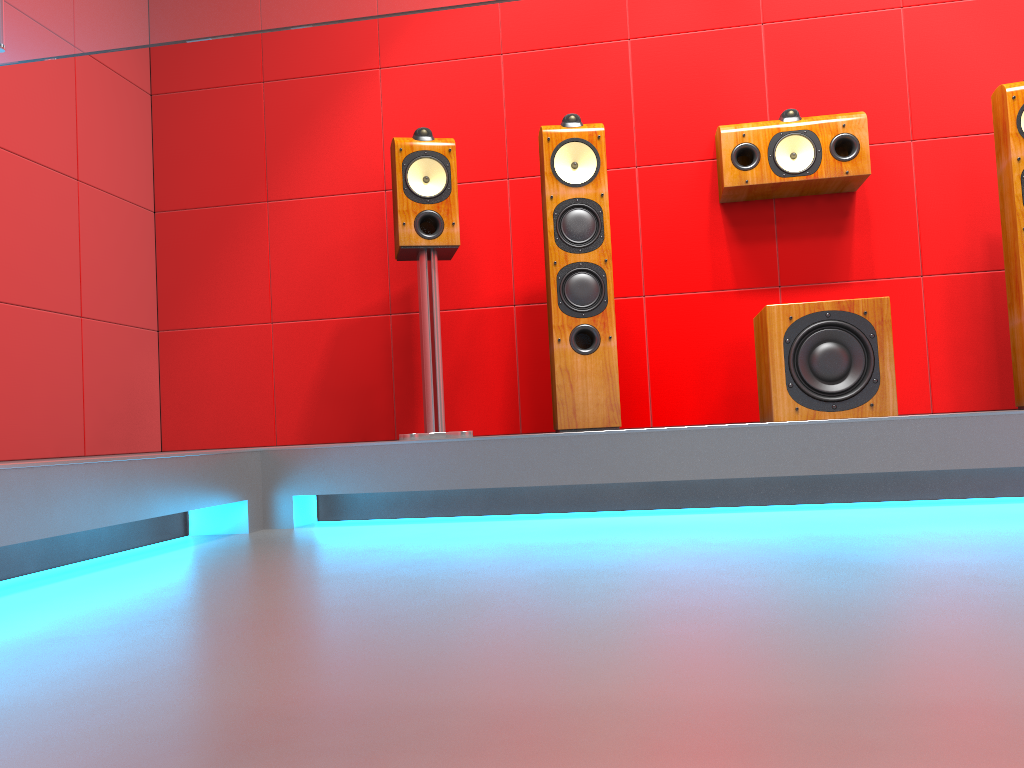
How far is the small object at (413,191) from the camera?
2.9m

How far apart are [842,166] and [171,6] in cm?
300

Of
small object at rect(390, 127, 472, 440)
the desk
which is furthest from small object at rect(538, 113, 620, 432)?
the desk

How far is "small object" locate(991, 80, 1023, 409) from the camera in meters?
2.7 m

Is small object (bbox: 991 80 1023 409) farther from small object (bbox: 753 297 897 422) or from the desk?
the desk

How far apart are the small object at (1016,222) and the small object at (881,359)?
0.4m

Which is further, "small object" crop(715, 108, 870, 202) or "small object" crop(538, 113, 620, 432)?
"small object" crop(715, 108, 870, 202)

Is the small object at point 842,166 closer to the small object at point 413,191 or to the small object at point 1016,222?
the small object at point 1016,222

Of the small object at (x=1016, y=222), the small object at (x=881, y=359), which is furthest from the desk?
the small object at (x=1016, y=222)

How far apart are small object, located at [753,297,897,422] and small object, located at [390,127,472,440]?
0.98m
